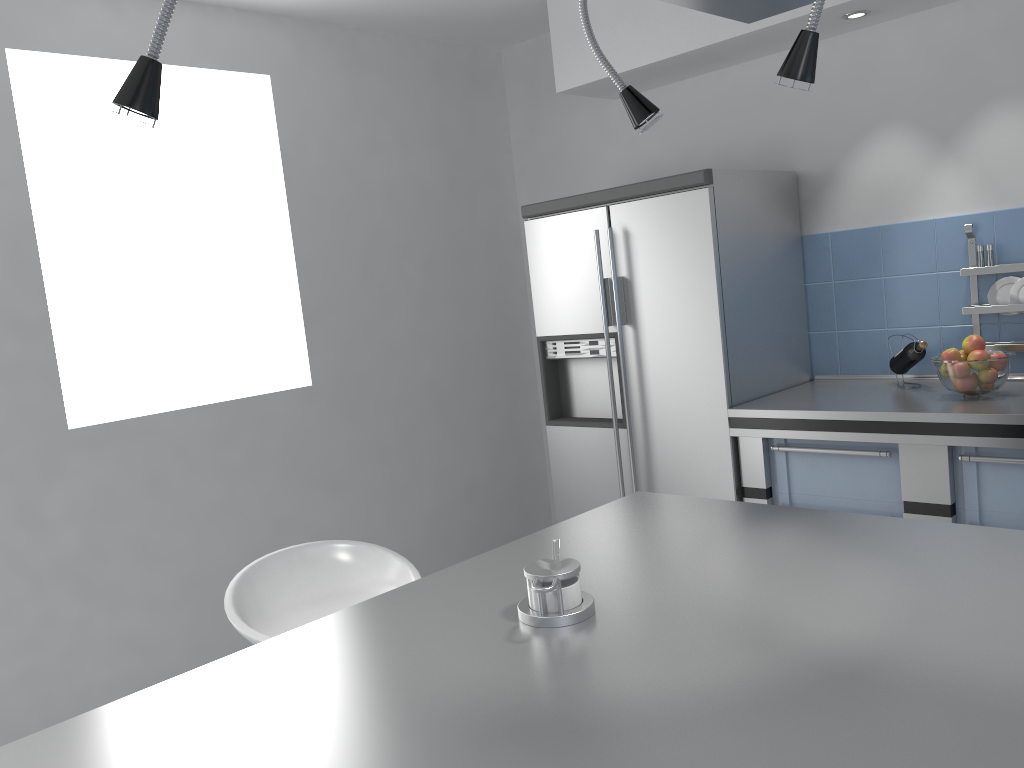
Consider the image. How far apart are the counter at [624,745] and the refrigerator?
1.2 meters

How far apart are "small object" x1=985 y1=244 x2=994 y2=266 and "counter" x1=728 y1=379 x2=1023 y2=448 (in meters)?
0.43

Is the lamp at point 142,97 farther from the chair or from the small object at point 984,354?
the small object at point 984,354

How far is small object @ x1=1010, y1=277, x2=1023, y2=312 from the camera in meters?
3.1 m

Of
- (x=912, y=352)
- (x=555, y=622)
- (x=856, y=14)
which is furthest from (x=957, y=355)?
(x=555, y=622)

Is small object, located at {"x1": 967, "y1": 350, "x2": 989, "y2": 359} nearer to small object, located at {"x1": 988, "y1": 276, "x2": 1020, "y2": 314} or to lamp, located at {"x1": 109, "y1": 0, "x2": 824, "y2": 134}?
small object, located at {"x1": 988, "y1": 276, "x2": 1020, "y2": 314}

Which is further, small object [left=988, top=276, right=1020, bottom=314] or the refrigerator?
the refrigerator

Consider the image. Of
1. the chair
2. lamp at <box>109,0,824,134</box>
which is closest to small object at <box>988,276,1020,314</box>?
lamp at <box>109,0,824,134</box>

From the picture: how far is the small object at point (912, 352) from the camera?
3.15m

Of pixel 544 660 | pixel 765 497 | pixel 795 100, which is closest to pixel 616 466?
pixel 765 497
